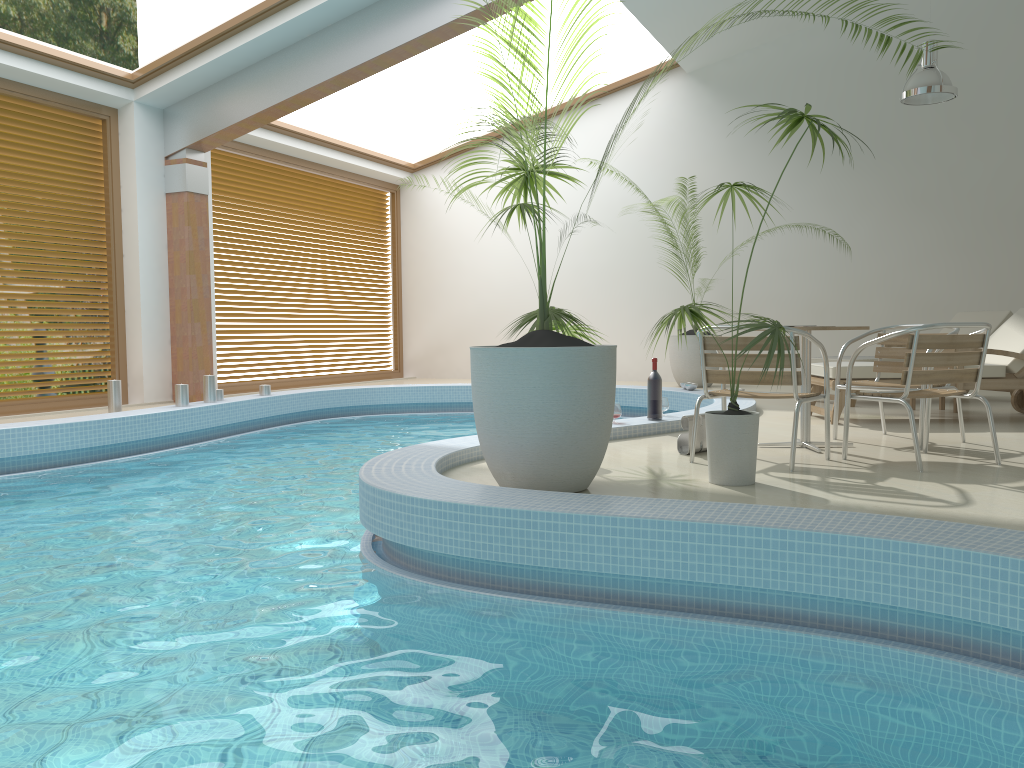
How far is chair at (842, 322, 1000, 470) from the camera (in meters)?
4.44

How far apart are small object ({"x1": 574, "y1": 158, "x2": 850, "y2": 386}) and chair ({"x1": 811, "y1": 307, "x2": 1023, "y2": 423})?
3.6 meters

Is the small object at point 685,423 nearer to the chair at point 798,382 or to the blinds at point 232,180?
the chair at point 798,382

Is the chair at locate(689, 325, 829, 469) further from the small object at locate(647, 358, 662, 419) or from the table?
the small object at locate(647, 358, 662, 419)

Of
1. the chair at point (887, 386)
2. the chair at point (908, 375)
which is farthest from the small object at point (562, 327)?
the chair at point (887, 386)

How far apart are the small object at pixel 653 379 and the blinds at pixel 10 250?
6.1m

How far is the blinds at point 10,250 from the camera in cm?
822

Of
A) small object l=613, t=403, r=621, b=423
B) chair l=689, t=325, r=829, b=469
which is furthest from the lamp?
chair l=689, t=325, r=829, b=469

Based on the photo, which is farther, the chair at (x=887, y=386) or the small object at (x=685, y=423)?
the chair at (x=887, y=386)

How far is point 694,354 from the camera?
10.8 meters
